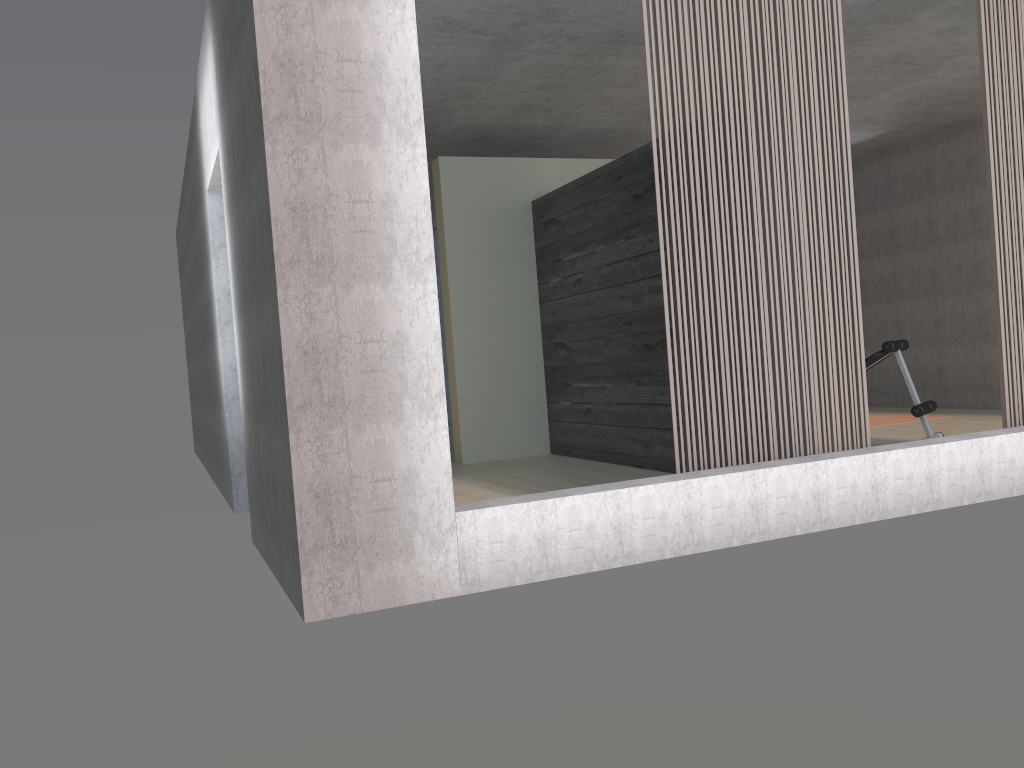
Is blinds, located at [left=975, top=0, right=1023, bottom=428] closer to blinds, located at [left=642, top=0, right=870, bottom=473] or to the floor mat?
blinds, located at [left=642, top=0, right=870, bottom=473]

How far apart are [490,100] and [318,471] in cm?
431

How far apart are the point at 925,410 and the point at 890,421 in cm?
210

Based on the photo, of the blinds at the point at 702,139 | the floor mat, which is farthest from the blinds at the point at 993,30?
the floor mat

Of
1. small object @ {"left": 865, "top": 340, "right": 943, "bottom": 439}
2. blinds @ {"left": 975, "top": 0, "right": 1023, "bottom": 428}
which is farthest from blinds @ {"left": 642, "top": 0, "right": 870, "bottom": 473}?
small object @ {"left": 865, "top": 340, "right": 943, "bottom": 439}

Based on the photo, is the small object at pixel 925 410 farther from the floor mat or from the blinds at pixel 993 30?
the floor mat

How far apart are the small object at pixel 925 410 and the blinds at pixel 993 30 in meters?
1.3 m

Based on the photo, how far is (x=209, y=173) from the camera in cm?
543

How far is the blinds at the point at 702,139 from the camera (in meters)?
4.01

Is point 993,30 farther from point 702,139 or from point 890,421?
point 890,421
